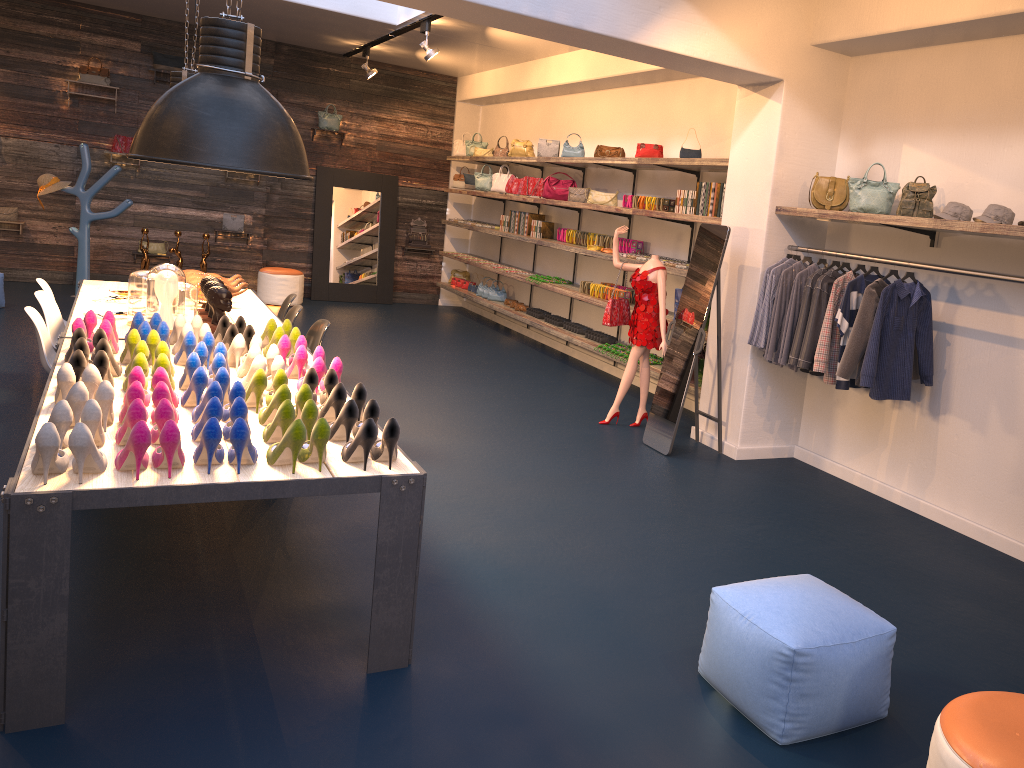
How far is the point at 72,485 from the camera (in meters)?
2.85

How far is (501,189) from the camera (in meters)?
11.60

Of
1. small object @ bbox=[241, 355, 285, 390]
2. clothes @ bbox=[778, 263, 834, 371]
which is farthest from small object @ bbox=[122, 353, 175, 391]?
clothes @ bbox=[778, 263, 834, 371]

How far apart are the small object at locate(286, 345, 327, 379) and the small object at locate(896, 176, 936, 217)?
3.5m

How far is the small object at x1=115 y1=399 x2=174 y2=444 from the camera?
3.2 meters

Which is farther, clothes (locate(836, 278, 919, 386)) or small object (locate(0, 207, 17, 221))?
small object (locate(0, 207, 17, 221))

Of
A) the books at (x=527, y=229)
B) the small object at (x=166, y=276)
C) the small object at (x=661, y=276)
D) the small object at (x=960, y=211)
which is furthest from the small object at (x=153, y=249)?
the small object at (x=960, y=211)

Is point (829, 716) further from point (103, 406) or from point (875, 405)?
point (875, 405)

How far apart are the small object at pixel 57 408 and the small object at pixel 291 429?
0.60m

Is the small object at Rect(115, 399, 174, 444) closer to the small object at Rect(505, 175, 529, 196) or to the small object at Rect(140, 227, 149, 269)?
the small object at Rect(140, 227, 149, 269)
